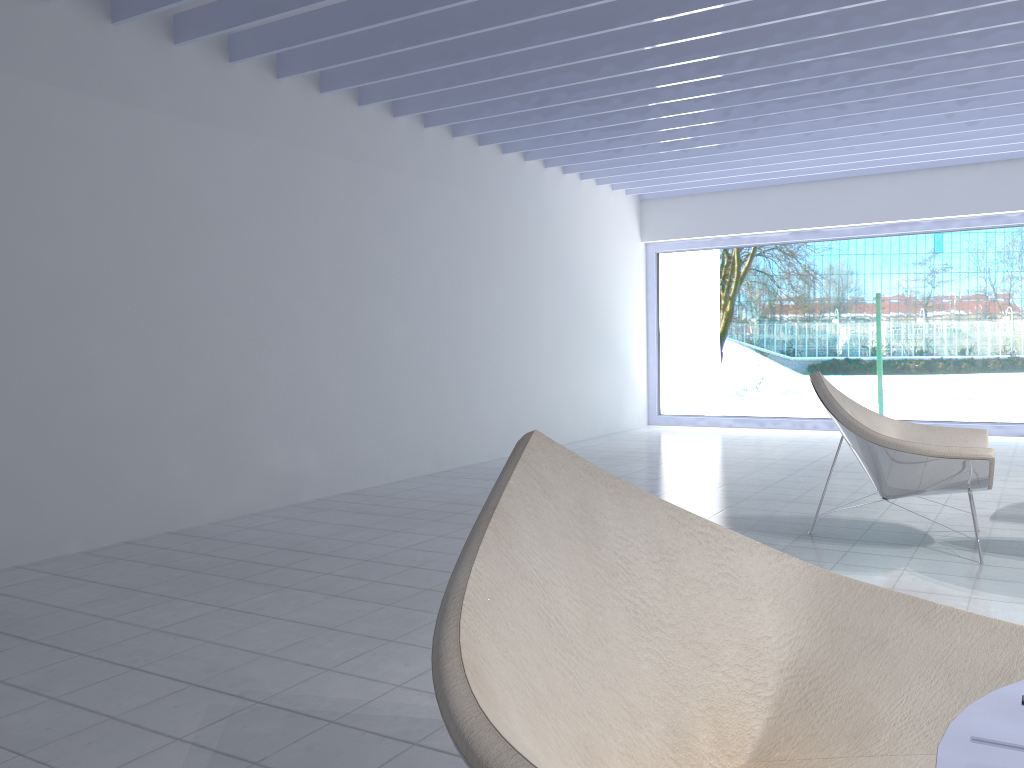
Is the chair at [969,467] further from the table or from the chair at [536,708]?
the table

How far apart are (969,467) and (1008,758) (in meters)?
3.03

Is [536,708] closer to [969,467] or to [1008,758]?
[1008,758]

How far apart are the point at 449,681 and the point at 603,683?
A: 0.35m

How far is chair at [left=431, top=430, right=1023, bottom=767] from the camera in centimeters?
116cm

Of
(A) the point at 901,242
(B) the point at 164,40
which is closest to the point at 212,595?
(B) the point at 164,40

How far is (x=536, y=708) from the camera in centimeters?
116cm

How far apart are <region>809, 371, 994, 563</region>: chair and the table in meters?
2.8

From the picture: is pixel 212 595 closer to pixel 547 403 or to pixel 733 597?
pixel 733 597

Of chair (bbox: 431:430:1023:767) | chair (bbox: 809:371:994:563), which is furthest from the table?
chair (bbox: 809:371:994:563)
